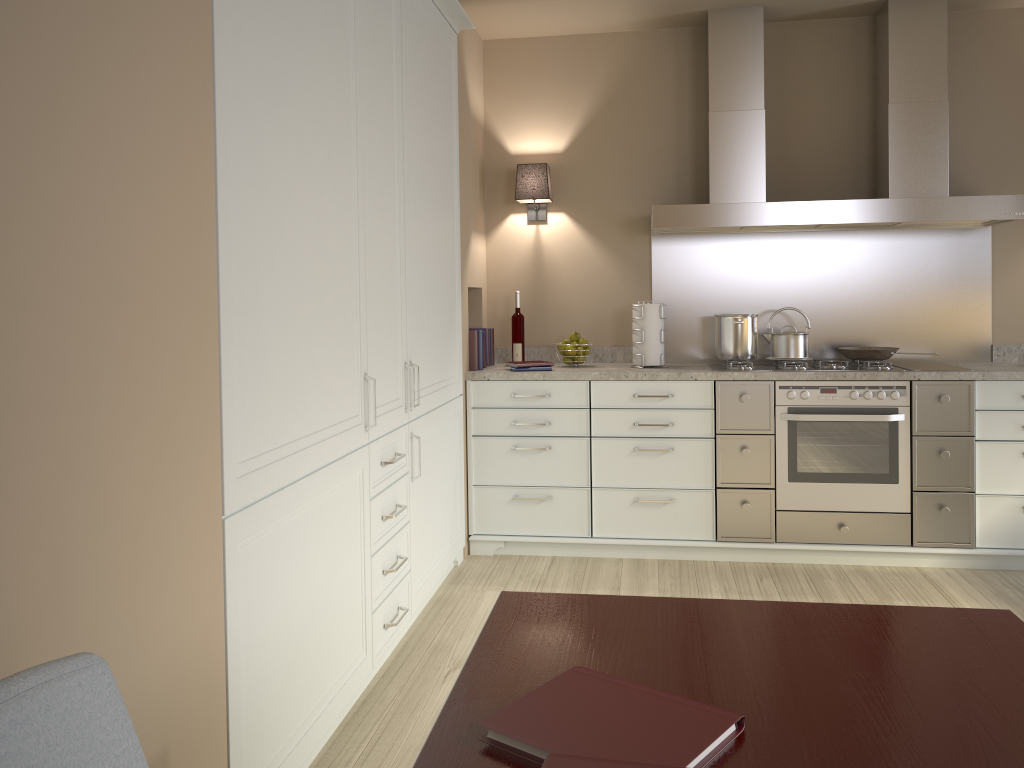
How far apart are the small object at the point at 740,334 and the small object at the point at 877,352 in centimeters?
38cm

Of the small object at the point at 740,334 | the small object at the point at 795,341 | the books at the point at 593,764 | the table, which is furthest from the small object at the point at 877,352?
the books at the point at 593,764

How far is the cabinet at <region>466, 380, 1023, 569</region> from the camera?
3.65m

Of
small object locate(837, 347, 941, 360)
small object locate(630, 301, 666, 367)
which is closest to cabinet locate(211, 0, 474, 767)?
small object locate(630, 301, 666, 367)

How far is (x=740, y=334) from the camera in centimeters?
398cm

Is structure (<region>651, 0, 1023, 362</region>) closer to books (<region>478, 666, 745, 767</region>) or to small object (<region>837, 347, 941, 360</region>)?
small object (<region>837, 347, 941, 360</region>)

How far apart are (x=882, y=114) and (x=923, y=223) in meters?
0.5 m

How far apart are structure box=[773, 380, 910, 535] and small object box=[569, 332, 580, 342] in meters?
0.9

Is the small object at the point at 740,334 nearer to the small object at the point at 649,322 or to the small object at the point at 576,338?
the small object at the point at 649,322

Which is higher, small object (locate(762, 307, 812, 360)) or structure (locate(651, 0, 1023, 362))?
structure (locate(651, 0, 1023, 362))
